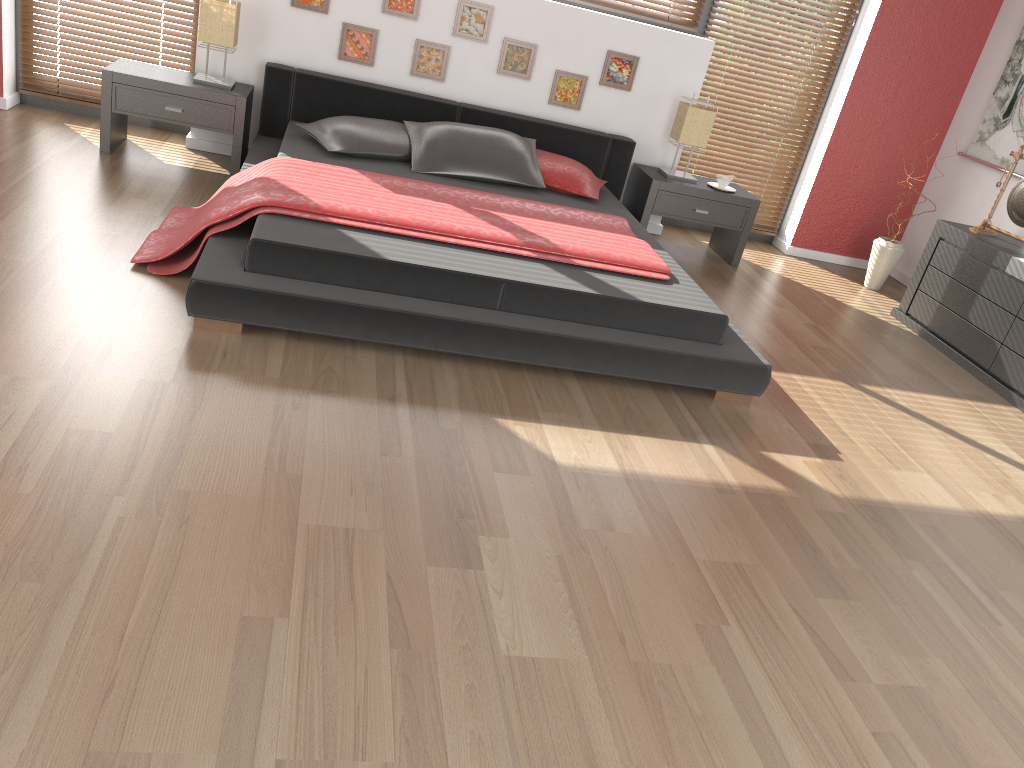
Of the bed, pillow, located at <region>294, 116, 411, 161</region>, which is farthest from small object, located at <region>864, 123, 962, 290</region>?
pillow, located at <region>294, 116, 411, 161</region>

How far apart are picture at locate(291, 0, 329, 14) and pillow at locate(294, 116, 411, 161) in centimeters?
78cm

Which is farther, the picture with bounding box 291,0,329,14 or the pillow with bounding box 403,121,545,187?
the picture with bounding box 291,0,329,14

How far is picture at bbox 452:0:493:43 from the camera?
4.97m

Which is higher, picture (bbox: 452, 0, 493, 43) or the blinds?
picture (bbox: 452, 0, 493, 43)

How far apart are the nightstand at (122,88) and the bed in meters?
0.1

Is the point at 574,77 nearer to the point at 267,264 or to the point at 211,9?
the point at 211,9

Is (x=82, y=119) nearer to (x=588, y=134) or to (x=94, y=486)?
(x=588, y=134)

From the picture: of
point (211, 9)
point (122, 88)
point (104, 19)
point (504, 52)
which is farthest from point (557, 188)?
point (104, 19)

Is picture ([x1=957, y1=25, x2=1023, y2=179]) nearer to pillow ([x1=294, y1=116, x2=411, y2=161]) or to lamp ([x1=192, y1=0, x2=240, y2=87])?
pillow ([x1=294, y1=116, x2=411, y2=161])
